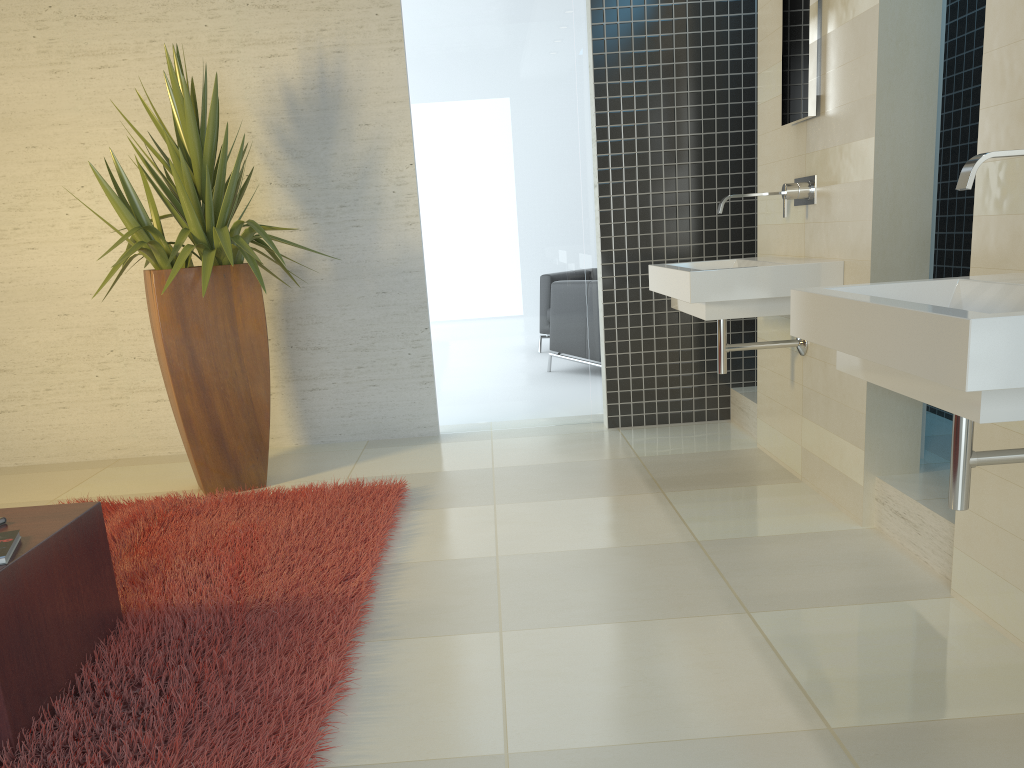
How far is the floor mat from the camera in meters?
2.0

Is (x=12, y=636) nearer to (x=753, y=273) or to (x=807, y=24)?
(x=753, y=273)

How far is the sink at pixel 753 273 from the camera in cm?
333

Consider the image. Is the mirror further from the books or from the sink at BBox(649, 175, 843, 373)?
the books

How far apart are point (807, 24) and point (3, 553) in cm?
327

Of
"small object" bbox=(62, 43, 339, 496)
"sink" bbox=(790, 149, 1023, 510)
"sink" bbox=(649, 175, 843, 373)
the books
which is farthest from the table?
"sink" bbox=(649, 175, 843, 373)

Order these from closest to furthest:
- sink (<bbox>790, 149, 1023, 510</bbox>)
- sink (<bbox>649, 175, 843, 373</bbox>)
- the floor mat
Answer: sink (<bbox>790, 149, 1023, 510</bbox>) < the floor mat < sink (<bbox>649, 175, 843, 373</bbox>)

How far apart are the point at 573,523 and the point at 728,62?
2.84m

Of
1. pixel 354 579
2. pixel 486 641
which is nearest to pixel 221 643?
pixel 354 579

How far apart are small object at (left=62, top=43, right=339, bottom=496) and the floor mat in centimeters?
17cm
